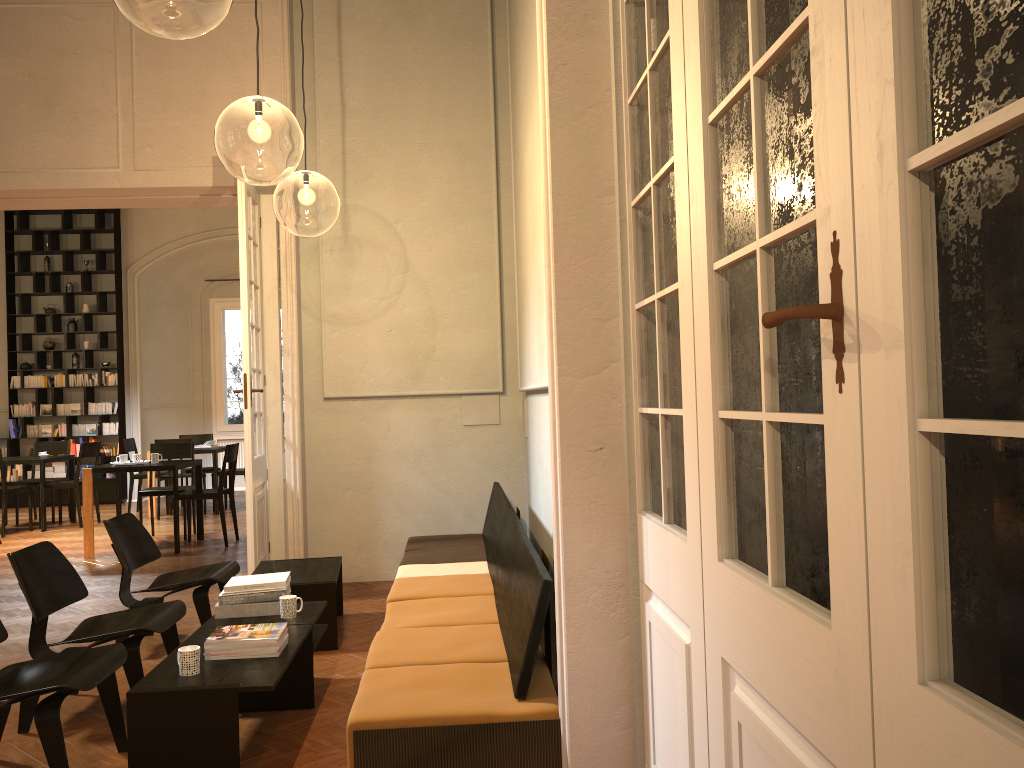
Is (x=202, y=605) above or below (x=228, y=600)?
below

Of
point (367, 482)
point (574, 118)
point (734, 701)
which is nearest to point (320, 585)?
point (367, 482)

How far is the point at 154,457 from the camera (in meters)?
9.41

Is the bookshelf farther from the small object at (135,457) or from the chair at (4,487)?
the small object at (135,457)

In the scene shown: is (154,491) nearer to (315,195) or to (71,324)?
(315,195)

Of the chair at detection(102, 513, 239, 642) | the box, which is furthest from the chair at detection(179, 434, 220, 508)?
the chair at detection(102, 513, 239, 642)

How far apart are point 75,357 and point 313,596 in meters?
10.7 m

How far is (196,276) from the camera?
15.52m

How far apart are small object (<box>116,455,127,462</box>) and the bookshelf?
5.10m

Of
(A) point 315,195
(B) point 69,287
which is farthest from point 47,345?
(A) point 315,195
